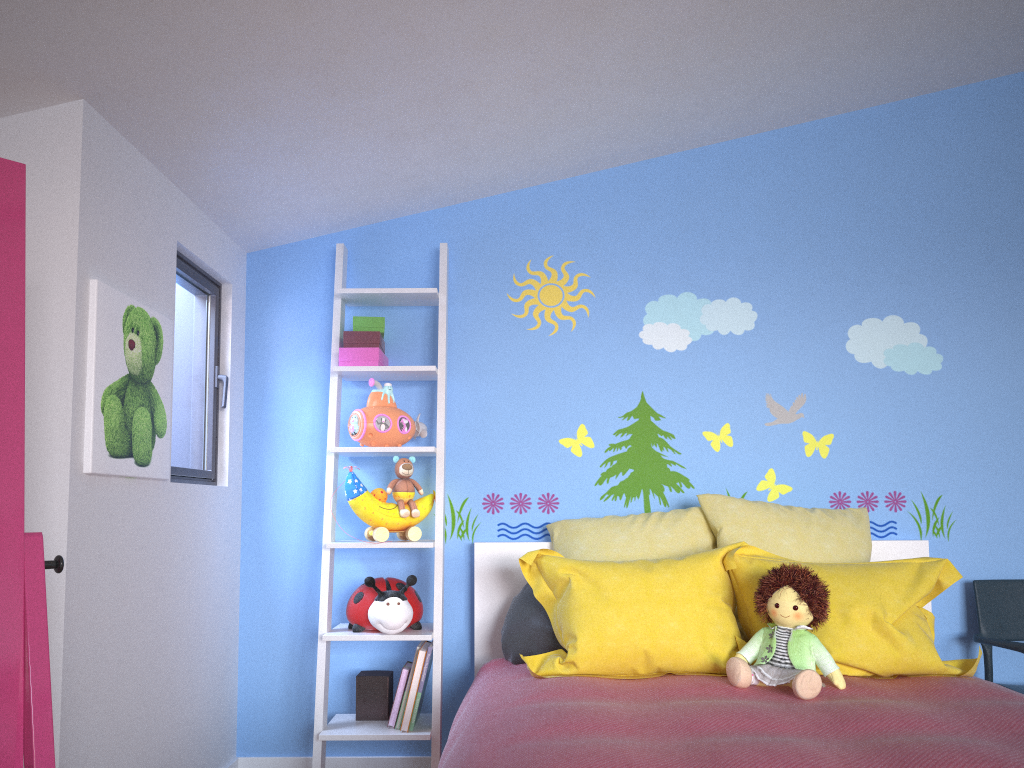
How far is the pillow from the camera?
2.3 meters

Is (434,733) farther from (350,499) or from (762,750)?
(762,750)

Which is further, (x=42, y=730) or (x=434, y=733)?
(x=434, y=733)

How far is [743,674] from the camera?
2.18m

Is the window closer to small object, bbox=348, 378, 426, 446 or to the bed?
small object, bbox=348, 378, 426, 446

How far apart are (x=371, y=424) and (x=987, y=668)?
2.2 meters

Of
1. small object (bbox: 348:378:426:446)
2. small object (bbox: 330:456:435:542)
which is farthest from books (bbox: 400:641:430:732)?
small object (bbox: 348:378:426:446)

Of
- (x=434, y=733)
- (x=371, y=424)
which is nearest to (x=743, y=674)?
(x=434, y=733)

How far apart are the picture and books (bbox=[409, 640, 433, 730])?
0.95m

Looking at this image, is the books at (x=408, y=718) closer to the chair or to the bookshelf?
the bookshelf
